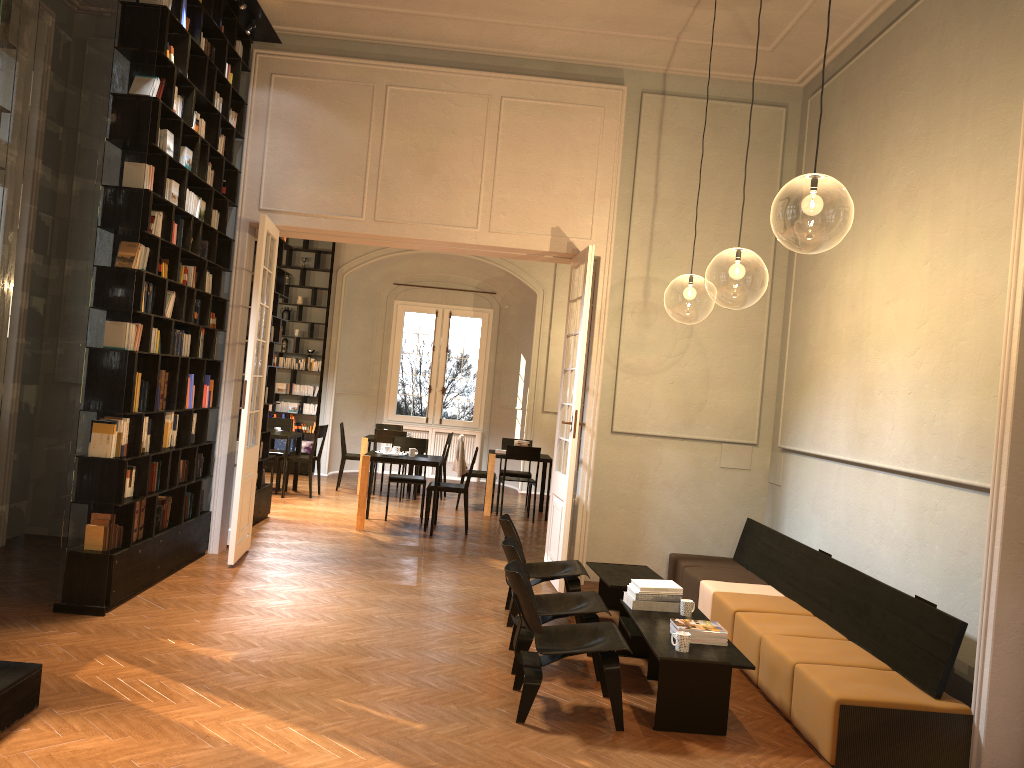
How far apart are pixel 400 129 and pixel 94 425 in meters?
4.1 m

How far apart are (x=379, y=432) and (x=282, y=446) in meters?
3.1 m

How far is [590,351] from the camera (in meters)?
8.84

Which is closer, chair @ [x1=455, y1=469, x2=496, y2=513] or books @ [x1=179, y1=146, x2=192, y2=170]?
books @ [x1=179, y1=146, x2=192, y2=170]

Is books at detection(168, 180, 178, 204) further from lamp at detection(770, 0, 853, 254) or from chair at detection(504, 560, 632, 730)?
lamp at detection(770, 0, 853, 254)

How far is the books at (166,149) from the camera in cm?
666

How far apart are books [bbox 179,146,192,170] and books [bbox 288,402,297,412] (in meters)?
8.94

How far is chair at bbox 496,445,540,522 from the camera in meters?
12.4 m

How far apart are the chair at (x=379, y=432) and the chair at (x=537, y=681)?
8.29m

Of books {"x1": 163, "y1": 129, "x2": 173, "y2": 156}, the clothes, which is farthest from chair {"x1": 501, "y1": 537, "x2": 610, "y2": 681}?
the clothes
